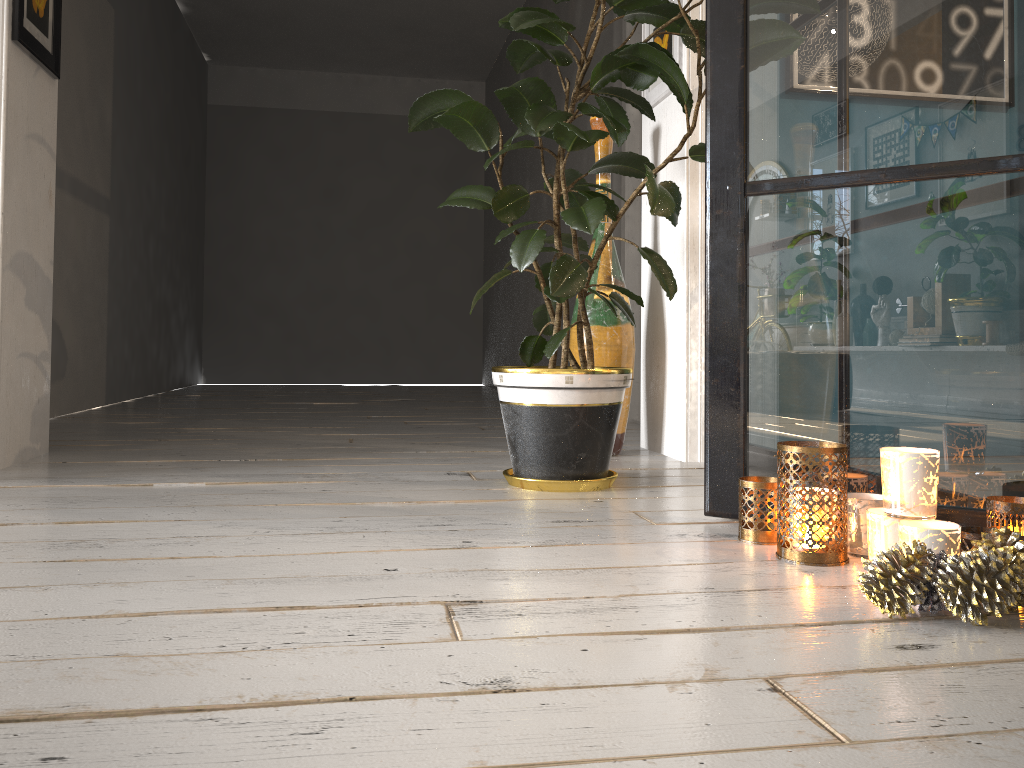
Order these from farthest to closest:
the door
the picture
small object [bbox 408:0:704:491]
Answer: the door → the picture → small object [bbox 408:0:704:491]

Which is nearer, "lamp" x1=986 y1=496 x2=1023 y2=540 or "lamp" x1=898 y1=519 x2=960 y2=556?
"lamp" x1=898 y1=519 x2=960 y2=556

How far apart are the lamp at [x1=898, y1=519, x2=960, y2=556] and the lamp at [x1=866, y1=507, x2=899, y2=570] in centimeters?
2cm

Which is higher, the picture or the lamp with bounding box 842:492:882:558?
the picture

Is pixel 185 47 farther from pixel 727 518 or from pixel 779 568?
pixel 779 568

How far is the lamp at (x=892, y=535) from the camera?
1.3m

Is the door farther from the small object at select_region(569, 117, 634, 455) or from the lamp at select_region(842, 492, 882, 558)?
the lamp at select_region(842, 492, 882, 558)

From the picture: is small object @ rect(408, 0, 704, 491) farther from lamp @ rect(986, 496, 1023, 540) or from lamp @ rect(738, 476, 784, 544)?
lamp @ rect(986, 496, 1023, 540)

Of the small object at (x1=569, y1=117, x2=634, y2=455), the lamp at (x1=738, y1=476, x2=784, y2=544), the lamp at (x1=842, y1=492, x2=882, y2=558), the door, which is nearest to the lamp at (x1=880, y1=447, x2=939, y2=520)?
the lamp at (x1=842, y1=492, x2=882, y2=558)

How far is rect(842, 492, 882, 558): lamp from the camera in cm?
146
